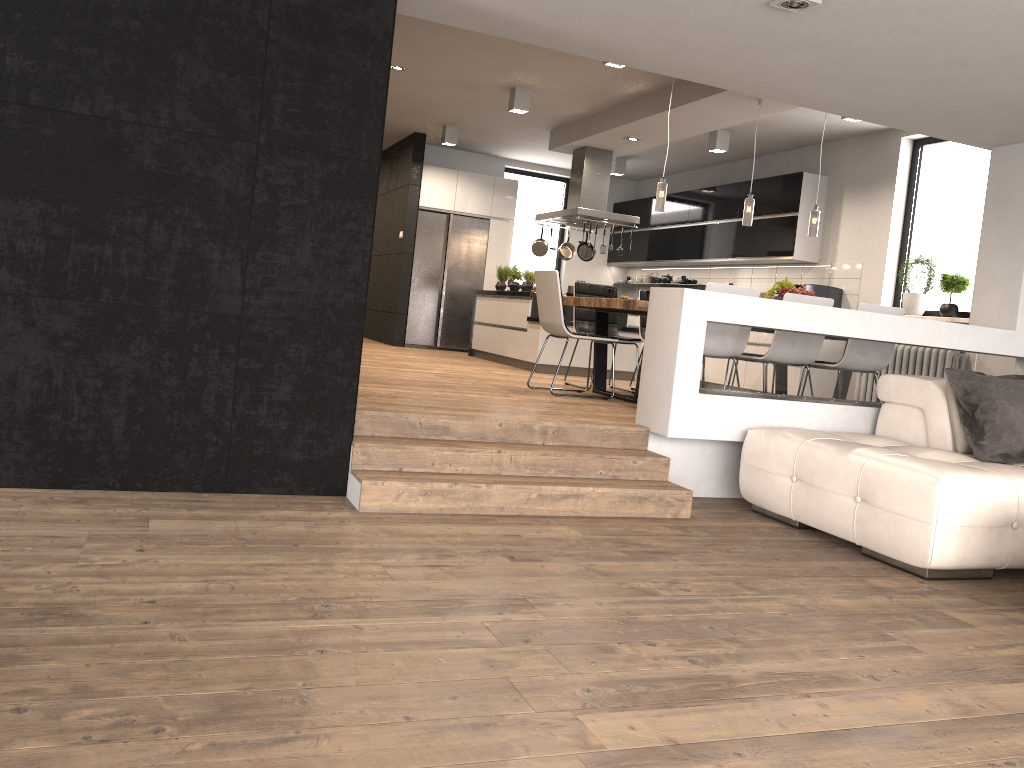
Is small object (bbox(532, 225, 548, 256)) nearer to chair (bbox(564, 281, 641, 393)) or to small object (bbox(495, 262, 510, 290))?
small object (bbox(495, 262, 510, 290))

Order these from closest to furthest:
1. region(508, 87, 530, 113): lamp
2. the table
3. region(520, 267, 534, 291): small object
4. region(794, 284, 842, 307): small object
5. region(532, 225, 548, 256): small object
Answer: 1. the table
2. region(508, 87, 530, 113): lamp
3. region(794, 284, 842, 307): small object
4. region(520, 267, 534, 291): small object
5. region(532, 225, 548, 256): small object

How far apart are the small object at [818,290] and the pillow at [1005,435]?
4.16m

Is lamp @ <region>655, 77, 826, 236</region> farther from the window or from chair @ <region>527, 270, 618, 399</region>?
the window

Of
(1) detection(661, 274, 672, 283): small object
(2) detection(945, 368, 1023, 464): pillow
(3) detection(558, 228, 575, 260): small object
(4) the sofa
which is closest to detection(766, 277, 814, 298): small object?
(4) the sofa

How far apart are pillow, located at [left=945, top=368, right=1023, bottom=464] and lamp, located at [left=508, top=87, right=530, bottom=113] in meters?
5.0

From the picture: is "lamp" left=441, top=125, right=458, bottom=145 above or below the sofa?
above

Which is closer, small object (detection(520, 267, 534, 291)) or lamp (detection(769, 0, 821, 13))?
lamp (detection(769, 0, 821, 13))

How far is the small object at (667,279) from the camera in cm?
1182

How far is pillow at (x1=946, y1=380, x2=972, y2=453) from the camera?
4.7m
